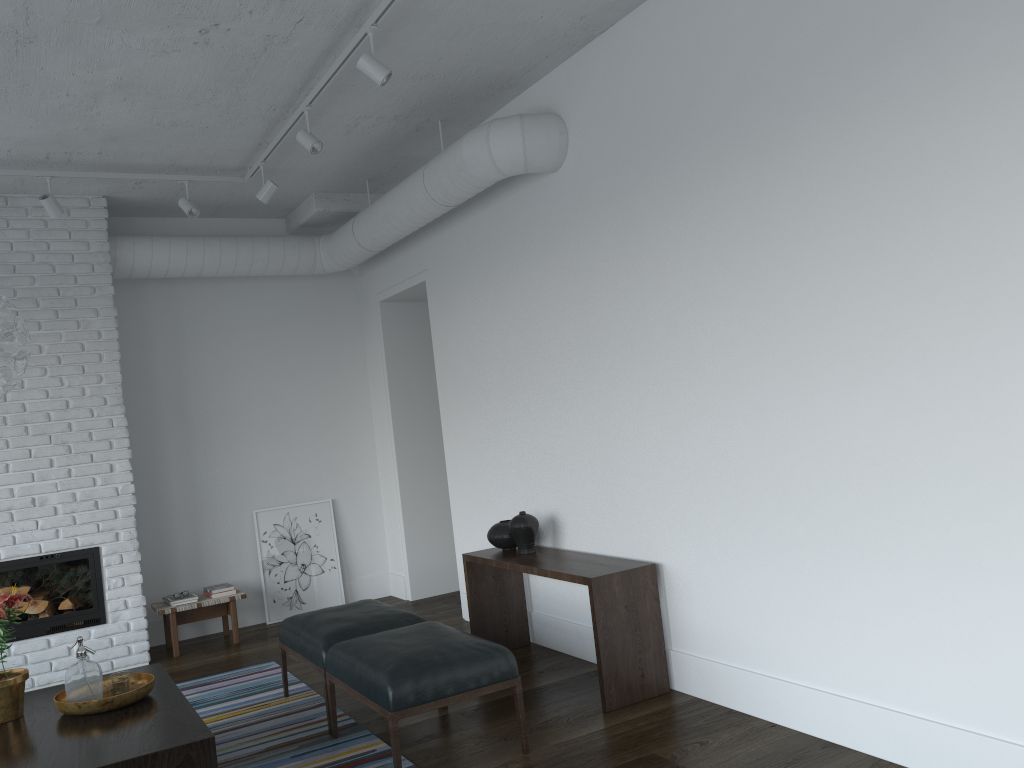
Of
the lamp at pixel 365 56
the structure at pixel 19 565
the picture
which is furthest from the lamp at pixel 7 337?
the picture

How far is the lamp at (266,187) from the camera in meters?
5.5 m

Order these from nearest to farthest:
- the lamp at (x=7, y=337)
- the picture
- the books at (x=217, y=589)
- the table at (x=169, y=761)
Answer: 1. the table at (x=169, y=761)
2. the lamp at (x=7, y=337)
3. the books at (x=217, y=589)
4. the picture

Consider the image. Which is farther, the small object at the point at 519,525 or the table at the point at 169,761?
the small object at the point at 519,525

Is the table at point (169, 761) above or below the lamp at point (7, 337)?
below

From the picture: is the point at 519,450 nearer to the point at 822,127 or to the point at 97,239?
the point at 822,127

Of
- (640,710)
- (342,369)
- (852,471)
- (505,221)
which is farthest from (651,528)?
(342,369)

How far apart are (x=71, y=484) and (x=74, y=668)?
2.5m

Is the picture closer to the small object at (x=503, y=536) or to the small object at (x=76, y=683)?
the small object at (x=503, y=536)

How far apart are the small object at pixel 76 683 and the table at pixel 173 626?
2.54m
